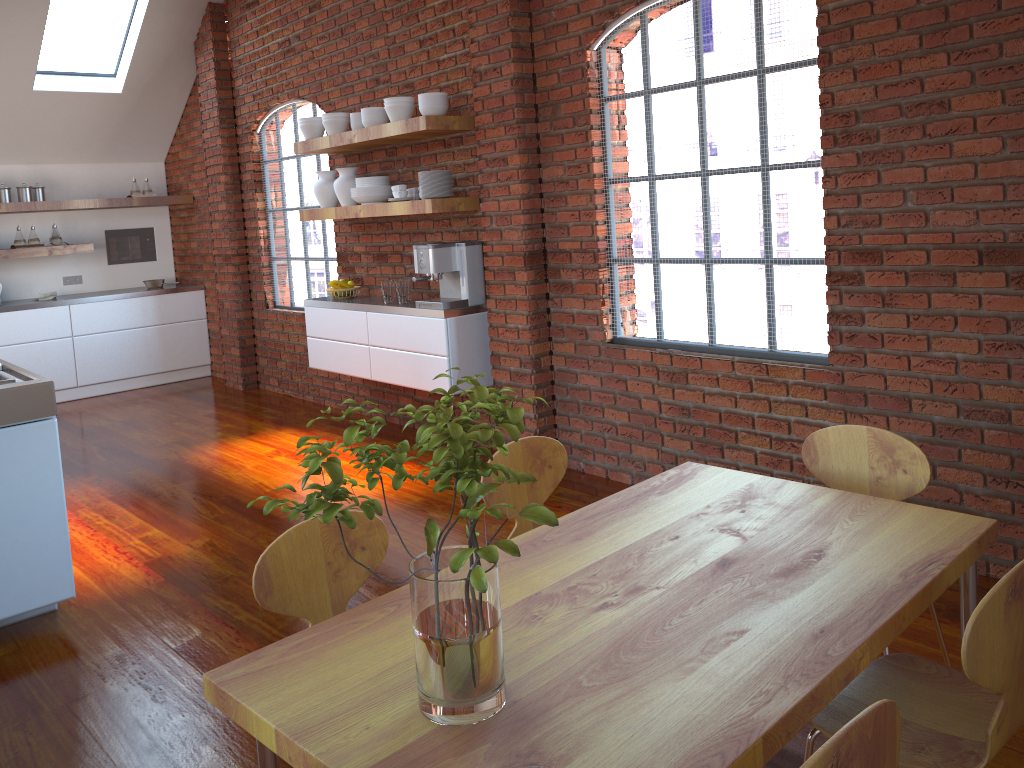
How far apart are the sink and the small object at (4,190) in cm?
459

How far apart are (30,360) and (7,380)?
4.5m

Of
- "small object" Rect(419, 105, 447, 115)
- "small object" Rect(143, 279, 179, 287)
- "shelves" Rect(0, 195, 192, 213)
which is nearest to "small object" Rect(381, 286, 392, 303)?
"small object" Rect(419, 105, 447, 115)

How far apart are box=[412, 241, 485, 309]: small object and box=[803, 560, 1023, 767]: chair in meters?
3.3

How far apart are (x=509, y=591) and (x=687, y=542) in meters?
0.4

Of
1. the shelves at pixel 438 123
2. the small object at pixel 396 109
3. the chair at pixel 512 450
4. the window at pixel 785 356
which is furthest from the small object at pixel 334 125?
the chair at pixel 512 450

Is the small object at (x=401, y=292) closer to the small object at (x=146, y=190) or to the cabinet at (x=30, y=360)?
the cabinet at (x=30, y=360)

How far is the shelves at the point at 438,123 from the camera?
4.70m

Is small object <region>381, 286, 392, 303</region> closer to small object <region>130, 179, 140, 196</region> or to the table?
the table

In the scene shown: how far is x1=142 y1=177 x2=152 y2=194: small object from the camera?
8.0m
